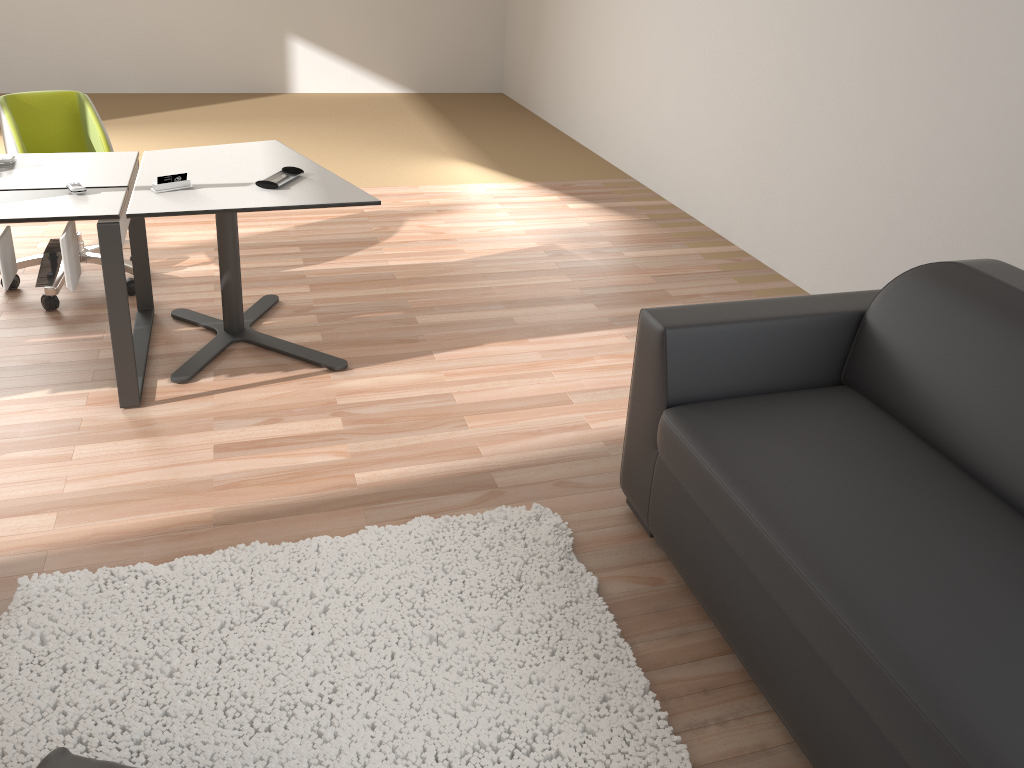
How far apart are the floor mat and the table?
0.98m

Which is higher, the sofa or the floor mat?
the sofa

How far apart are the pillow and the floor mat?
0.1 meters

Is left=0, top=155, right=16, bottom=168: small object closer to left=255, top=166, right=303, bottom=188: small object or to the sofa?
left=255, top=166, right=303, bottom=188: small object

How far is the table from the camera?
2.87m

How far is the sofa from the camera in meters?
1.6 m

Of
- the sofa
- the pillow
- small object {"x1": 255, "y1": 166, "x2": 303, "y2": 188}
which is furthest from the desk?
the sofa

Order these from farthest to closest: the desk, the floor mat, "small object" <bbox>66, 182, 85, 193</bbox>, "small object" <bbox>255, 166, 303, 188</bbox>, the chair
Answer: the chair, "small object" <bbox>255, 166, 303, 188</bbox>, "small object" <bbox>66, 182, 85, 193</bbox>, the desk, the floor mat

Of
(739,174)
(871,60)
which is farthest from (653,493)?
(739,174)

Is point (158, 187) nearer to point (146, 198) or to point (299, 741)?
point (146, 198)
